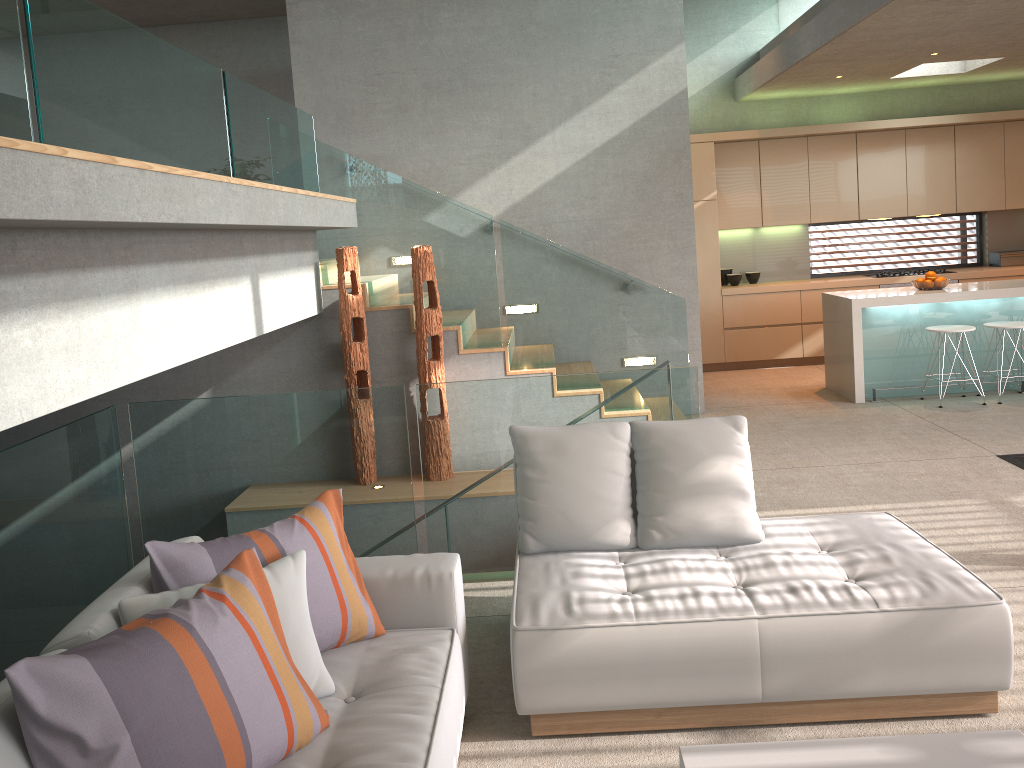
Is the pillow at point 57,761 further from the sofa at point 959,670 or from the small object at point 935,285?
the small object at point 935,285

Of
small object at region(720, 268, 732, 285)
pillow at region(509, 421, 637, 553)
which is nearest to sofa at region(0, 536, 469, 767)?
pillow at region(509, 421, 637, 553)

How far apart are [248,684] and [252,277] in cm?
300

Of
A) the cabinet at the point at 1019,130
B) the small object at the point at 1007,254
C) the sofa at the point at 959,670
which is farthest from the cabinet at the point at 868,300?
the sofa at the point at 959,670

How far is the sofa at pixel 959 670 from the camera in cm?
284

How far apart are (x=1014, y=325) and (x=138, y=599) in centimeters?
721cm

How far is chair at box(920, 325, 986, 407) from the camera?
7.25m

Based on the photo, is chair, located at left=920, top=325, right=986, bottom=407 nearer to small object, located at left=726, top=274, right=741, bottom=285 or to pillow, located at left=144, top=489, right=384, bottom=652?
small object, located at left=726, top=274, right=741, bottom=285

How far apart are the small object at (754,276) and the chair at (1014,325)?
2.9 meters

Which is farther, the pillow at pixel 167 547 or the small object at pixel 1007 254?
the small object at pixel 1007 254
